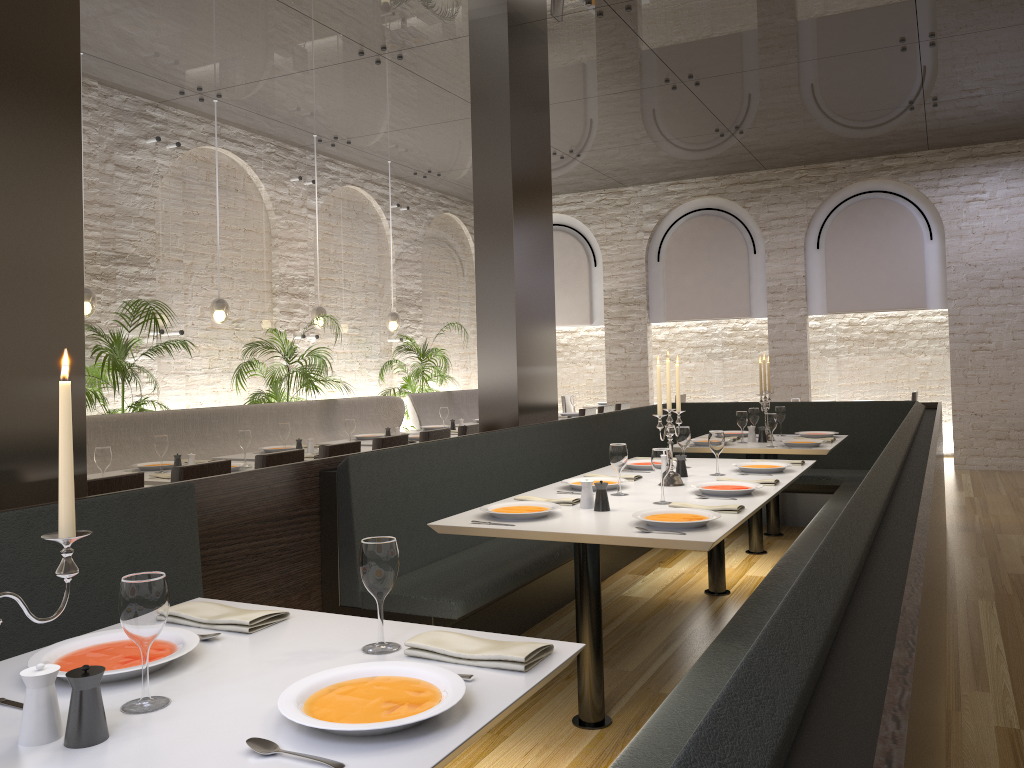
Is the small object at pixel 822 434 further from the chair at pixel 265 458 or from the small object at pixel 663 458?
the chair at pixel 265 458

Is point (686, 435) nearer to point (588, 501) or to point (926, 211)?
point (588, 501)

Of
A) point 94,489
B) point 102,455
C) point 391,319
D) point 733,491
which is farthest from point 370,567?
point 391,319

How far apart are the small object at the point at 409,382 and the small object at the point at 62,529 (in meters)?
9.15

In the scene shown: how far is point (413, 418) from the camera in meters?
9.7

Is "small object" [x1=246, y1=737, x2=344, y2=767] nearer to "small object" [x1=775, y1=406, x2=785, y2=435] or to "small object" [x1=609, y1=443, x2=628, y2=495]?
"small object" [x1=609, y1=443, x2=628, y2=495]

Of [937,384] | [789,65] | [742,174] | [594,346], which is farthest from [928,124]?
[594,346]

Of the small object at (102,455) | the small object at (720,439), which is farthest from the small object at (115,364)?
the small object at (720,439)

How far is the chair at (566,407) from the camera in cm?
1356

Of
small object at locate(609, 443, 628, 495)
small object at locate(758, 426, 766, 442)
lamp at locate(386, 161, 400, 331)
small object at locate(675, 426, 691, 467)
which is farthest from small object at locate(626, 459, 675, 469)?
lamp at locate(386, 161, 400, 331)
